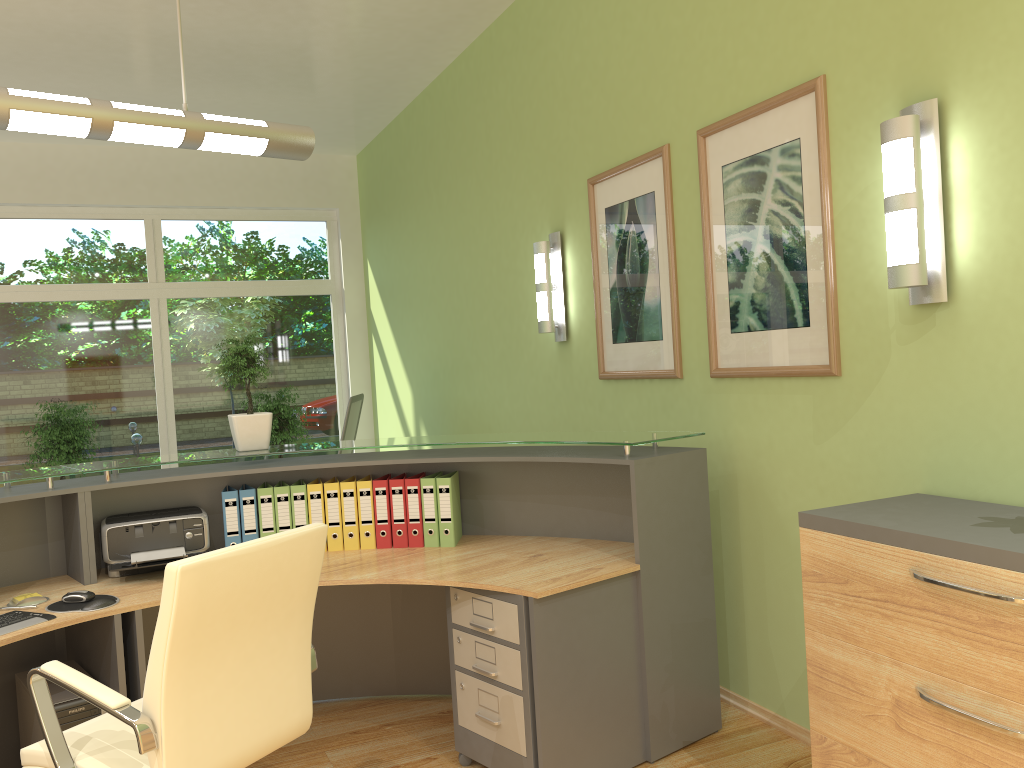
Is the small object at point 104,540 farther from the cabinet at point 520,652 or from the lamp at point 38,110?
the lamp at point 38,110

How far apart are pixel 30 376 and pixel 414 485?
5.3m

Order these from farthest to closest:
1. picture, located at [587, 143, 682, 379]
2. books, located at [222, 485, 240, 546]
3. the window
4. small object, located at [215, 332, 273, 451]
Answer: the window
picture, located at [587, 143, 682, 379]
small object, located at [215, 332, 273, 451]
books, located at [222, 485, 240, 546]

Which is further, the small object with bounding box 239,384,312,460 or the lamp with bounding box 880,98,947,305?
the small object with bounding box 239,384,312,460

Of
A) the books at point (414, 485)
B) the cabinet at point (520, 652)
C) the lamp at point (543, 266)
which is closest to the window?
the lamp at point (543, 266)

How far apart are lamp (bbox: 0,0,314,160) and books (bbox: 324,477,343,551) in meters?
1.3 m

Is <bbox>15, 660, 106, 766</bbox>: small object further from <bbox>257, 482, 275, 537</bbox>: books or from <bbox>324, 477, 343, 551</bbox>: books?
<bbox>324, 477, 343, 551</bbox>: books

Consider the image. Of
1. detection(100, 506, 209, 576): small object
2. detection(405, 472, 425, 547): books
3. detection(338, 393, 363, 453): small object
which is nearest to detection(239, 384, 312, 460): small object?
detection(338, 393, 363, 453): small object

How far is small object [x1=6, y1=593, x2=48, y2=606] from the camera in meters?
3.0

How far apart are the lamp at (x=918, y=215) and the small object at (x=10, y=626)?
2.80m
